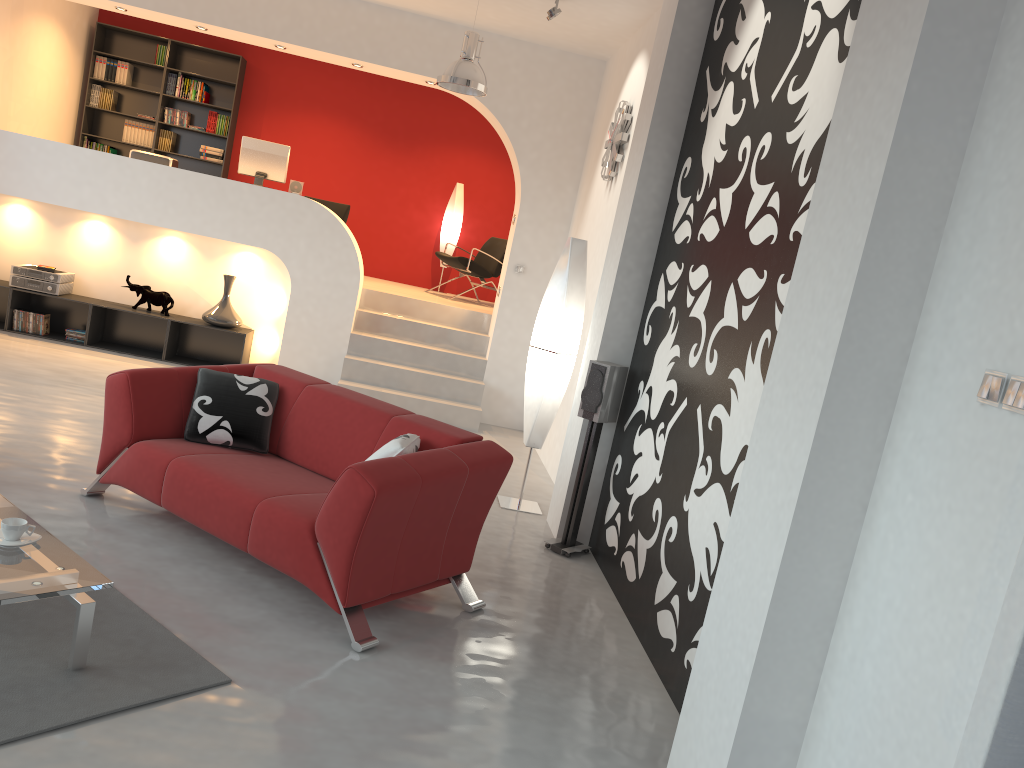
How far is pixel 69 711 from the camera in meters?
2.6 m

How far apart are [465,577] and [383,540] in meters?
0.7

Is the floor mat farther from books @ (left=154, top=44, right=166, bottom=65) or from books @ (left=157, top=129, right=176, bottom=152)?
books @ (left=154, top=44, right=166, bottom=65)

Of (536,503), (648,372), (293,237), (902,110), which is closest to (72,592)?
(902,110)

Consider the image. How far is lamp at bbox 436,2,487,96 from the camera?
6.36m

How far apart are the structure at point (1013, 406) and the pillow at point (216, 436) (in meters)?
3.28

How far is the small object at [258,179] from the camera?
8.5m

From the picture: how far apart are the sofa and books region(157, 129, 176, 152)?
6.85m

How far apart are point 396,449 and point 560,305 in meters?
2.2

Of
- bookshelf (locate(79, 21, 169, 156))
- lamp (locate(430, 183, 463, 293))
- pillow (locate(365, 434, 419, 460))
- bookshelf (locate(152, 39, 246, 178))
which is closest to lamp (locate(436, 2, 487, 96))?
pillow (locate(365, 434, 419, 460))
